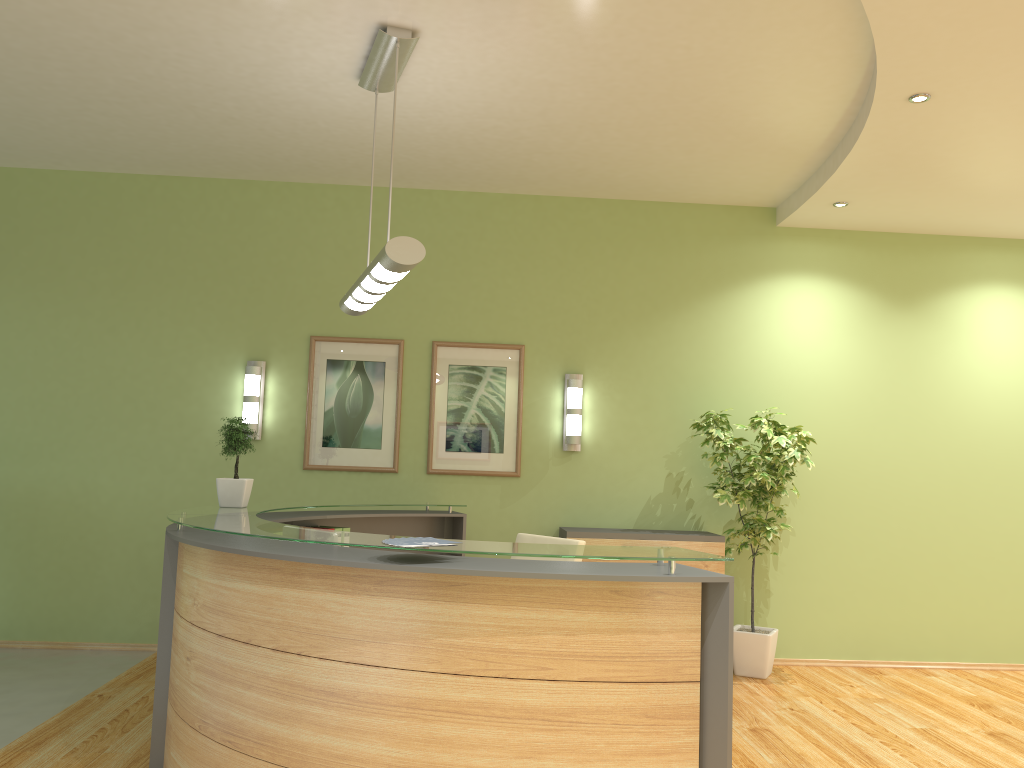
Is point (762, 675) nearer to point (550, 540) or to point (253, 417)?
point (550, 540)

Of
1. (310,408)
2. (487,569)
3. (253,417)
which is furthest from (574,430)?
(487,569)

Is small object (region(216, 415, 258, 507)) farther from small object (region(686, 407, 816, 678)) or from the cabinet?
small object (region(686, 407, 816, 678))

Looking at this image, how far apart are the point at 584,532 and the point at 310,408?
2.21m

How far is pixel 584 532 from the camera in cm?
616

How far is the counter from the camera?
2.9m

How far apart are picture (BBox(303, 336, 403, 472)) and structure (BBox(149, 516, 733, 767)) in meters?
0.6

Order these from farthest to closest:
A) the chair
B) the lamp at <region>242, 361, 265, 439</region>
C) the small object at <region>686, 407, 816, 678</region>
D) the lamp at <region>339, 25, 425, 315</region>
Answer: the lamp at <region>242, 361, 265, 439</region> → the small object at <region>686, 407, 816, 678</region> → the chair → the lamp at <region>339, 25, 425, 315</region>

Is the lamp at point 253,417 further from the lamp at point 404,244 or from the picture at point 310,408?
the lamp at point 404,244

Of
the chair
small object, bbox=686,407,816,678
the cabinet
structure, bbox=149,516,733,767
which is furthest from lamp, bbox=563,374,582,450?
the chair
